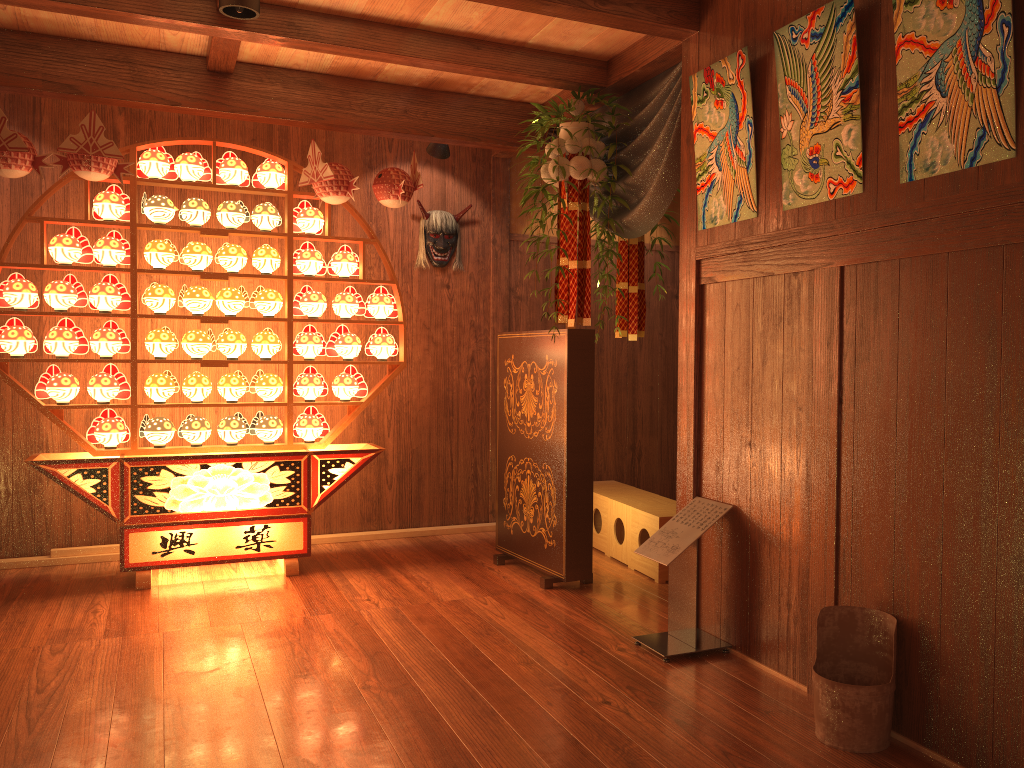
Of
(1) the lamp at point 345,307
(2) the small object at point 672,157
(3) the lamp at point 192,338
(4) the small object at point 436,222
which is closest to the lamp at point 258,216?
(1) the lamp at point 345,307

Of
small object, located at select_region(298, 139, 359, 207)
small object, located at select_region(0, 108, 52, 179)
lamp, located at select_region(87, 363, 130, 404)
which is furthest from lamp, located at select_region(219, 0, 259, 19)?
lamp, located at select_region(87, 363, 130, 404)

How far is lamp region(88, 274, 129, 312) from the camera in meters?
4.3 m

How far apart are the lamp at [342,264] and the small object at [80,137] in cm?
111

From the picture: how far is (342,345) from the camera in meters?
4.8

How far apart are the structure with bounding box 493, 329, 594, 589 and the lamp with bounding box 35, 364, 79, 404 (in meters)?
2.13

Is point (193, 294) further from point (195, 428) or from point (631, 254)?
point (631, 254)

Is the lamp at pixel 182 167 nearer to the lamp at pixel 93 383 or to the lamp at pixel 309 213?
the lamp at pixel 309 213

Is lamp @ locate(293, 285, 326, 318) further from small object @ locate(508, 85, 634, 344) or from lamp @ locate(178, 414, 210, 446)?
small object @ locate(508, 85, 634, 344)

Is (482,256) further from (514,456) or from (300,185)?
(514,456)
